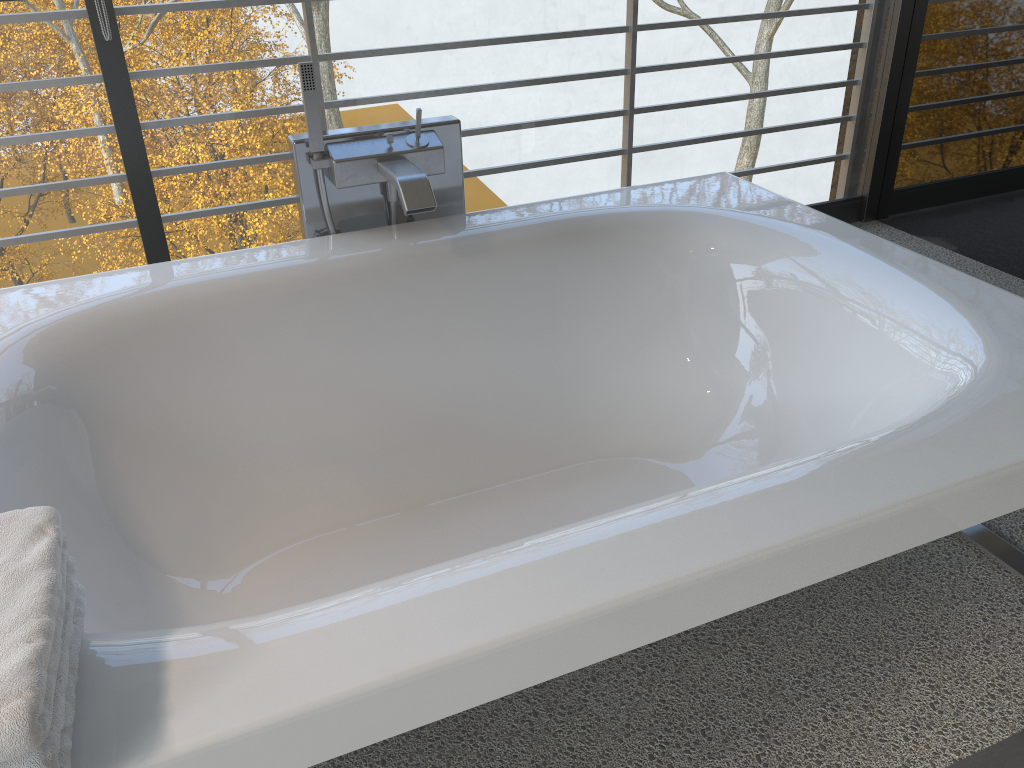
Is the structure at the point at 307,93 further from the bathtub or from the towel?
the towel

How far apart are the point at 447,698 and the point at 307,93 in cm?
140

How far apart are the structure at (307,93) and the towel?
1.1m

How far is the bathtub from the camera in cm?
94

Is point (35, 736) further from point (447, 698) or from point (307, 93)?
point (307, 93)

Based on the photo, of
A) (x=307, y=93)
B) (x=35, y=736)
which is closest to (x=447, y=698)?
(x=35, y=736)

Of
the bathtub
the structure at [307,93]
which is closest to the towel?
the bathtub

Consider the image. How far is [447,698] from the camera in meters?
0.9 m

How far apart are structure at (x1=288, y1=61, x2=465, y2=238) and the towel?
1.1m

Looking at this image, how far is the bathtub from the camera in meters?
0.9
